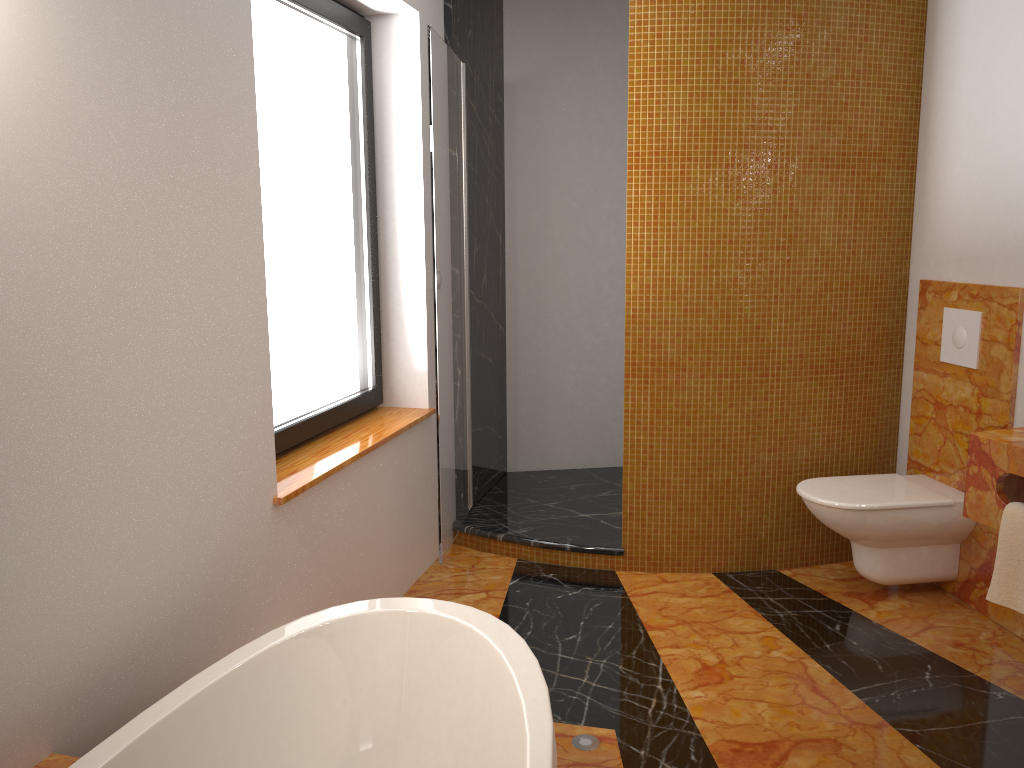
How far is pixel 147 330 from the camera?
1.8m

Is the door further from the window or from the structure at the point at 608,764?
the structure at the point at 608,764

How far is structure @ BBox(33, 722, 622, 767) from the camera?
2.11m

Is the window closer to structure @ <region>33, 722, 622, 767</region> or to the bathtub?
the bathtub

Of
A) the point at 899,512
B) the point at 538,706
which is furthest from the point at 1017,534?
the point at 538,706

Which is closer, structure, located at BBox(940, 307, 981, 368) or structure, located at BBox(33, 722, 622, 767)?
structure, located at BBox(33, 722, 622, 767)

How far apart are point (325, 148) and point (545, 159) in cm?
165

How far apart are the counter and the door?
1.7m

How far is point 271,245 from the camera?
2.7m

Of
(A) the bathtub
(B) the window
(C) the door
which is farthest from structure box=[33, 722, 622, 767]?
(B) the window
